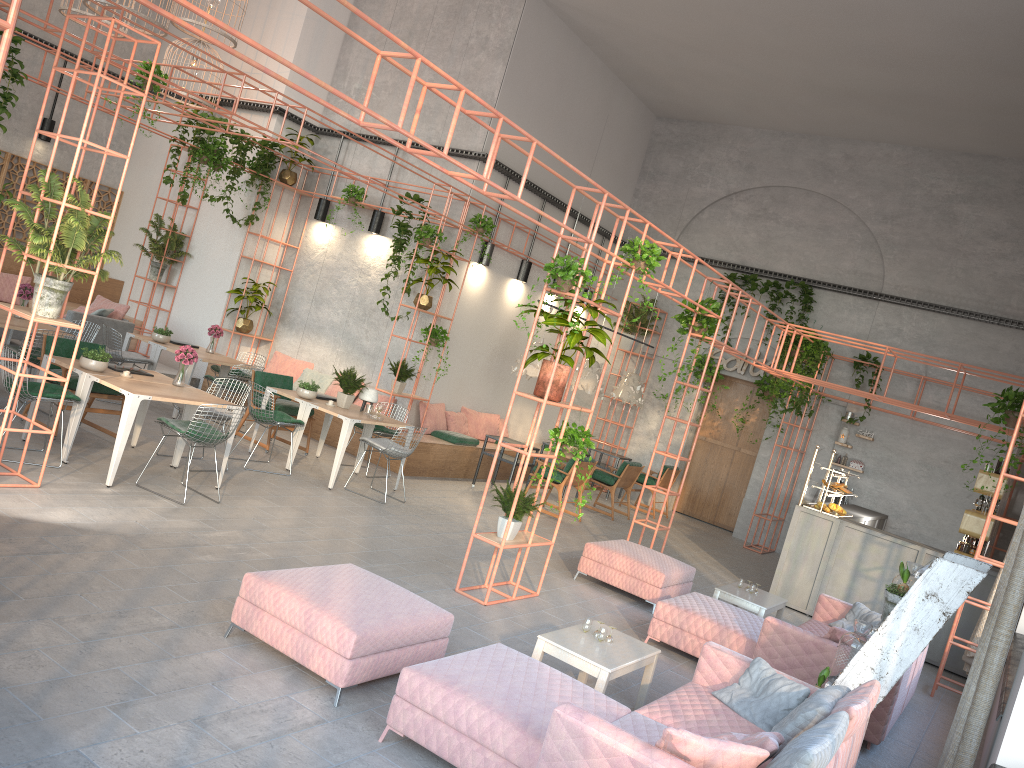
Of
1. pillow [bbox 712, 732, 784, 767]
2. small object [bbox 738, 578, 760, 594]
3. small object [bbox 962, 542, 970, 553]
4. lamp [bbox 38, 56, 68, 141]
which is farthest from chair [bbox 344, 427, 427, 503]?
lamp [bbox 38, 56, 68, 141]

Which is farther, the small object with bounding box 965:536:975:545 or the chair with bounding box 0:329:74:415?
the small object with bounding box 965:536:975:545

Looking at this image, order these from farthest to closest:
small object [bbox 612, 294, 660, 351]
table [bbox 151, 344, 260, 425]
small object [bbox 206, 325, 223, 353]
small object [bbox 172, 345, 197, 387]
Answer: small object [bbox 612, 294, 660, 351]
small object [bbox 206, 325, 223, 353]
table [bbox 151, 344, 260, 425]
small object [bbox 172, 345, 197, 387]

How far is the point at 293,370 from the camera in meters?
14.4

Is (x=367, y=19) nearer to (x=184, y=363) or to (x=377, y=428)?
(x=184, y=363)

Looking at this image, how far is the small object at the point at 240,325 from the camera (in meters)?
14.38

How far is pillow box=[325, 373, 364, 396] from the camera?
13.8 meters

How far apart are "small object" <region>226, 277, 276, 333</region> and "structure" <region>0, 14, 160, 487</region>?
6.92m

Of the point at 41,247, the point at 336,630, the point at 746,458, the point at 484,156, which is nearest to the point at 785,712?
the point at 336,630

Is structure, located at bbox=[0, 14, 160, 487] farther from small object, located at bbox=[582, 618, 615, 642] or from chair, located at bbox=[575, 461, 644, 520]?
chair, located at bbox=[575, 461, 644, 520]
